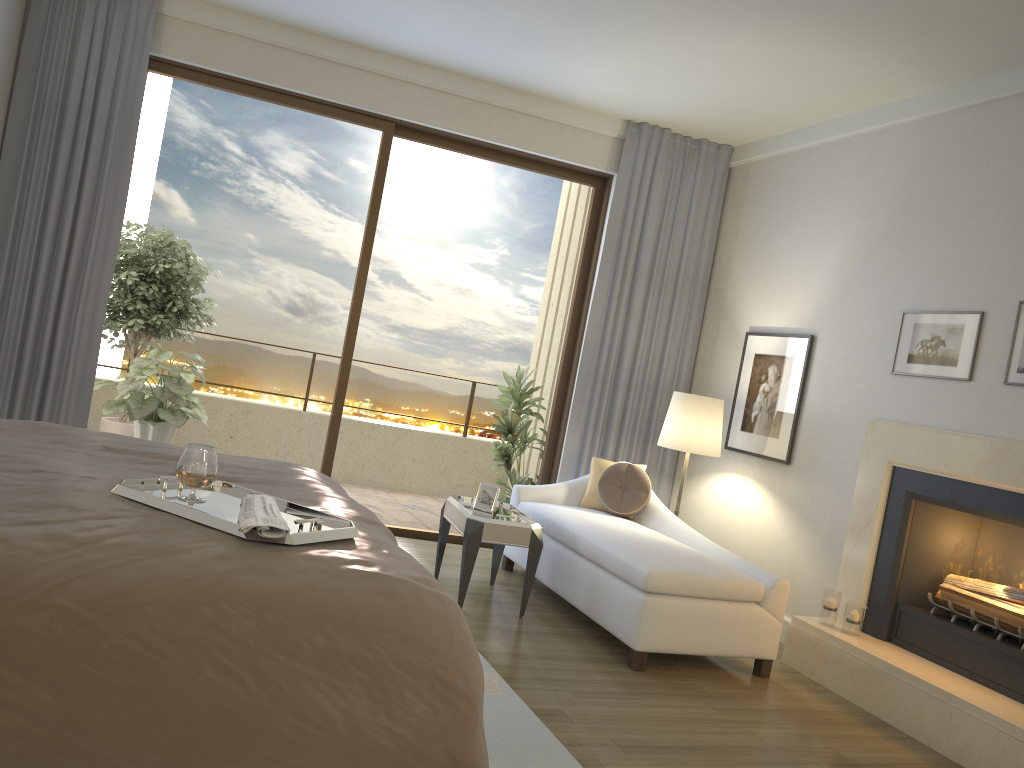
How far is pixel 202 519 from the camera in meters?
2.2

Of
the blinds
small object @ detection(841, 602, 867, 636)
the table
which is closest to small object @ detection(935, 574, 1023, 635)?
small object @ detection(841, 602, 867, 636)

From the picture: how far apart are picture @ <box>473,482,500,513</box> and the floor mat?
1.1m

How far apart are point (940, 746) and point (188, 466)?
3.24m

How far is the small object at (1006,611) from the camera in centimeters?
388cm

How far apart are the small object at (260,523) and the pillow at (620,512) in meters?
3.2 m

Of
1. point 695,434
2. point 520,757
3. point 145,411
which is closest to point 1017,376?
point 695,434

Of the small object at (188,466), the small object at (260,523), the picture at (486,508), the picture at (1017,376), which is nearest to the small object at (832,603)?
the picture at (1017,376)

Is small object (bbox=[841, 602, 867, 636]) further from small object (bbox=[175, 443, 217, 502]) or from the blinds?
small object (bbox=[175, 443, 217, 502])

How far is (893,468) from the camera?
4.5m
